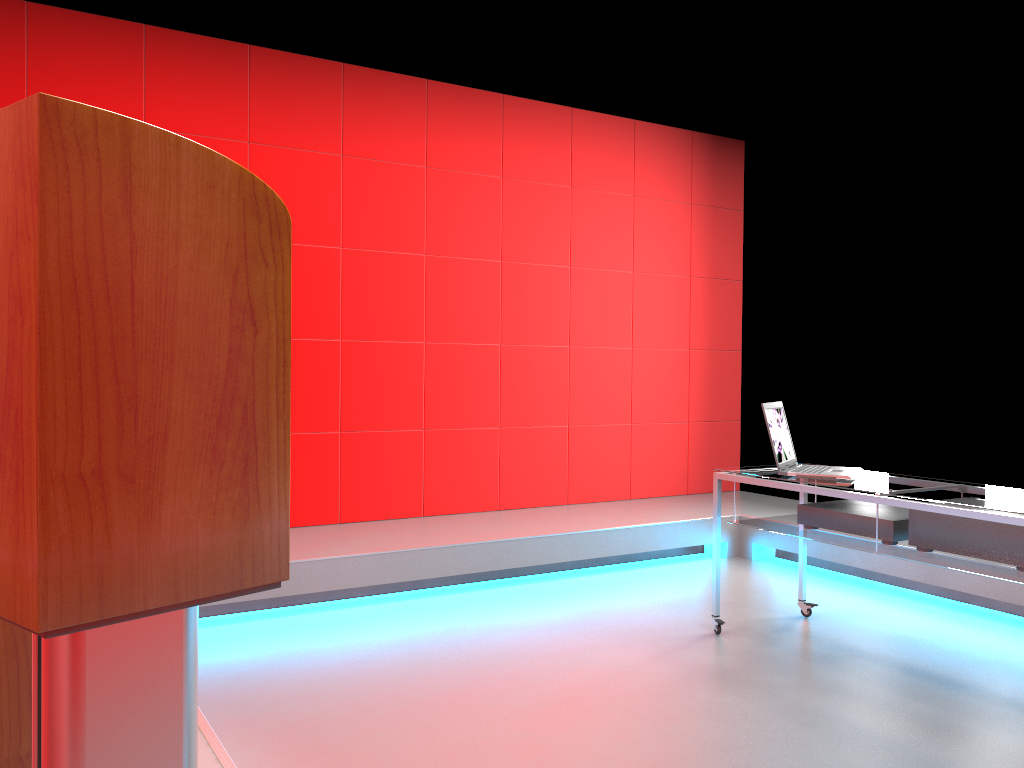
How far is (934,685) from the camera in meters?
3.1

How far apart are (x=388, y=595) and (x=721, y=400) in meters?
3.0

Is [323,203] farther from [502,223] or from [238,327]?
[238,327]

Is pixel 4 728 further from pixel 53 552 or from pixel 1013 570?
pixel 1013 570

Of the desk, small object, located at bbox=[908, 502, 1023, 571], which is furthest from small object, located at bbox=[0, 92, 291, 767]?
small object, located at bbox=[908, 502, 1023, 571]

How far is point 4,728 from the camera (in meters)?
1.12

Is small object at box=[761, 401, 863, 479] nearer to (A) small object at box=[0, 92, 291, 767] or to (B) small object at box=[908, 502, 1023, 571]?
(B) small object at box=[908, 502, 1023, 571]

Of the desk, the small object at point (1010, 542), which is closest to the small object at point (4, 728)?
the desk

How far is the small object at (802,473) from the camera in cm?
342

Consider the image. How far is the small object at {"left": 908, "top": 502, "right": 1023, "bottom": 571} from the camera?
2.80m
